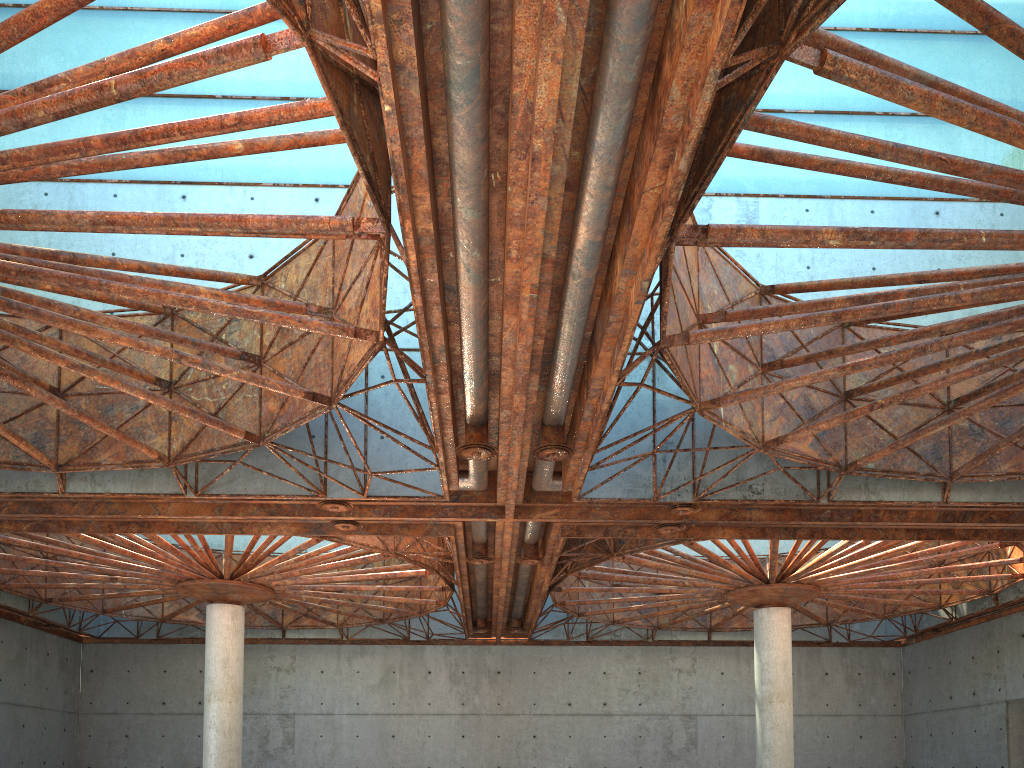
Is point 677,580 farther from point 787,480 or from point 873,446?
point 873,446

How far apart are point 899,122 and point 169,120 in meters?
29.7

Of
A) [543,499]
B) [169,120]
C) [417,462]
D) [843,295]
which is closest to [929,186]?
[843,295]
